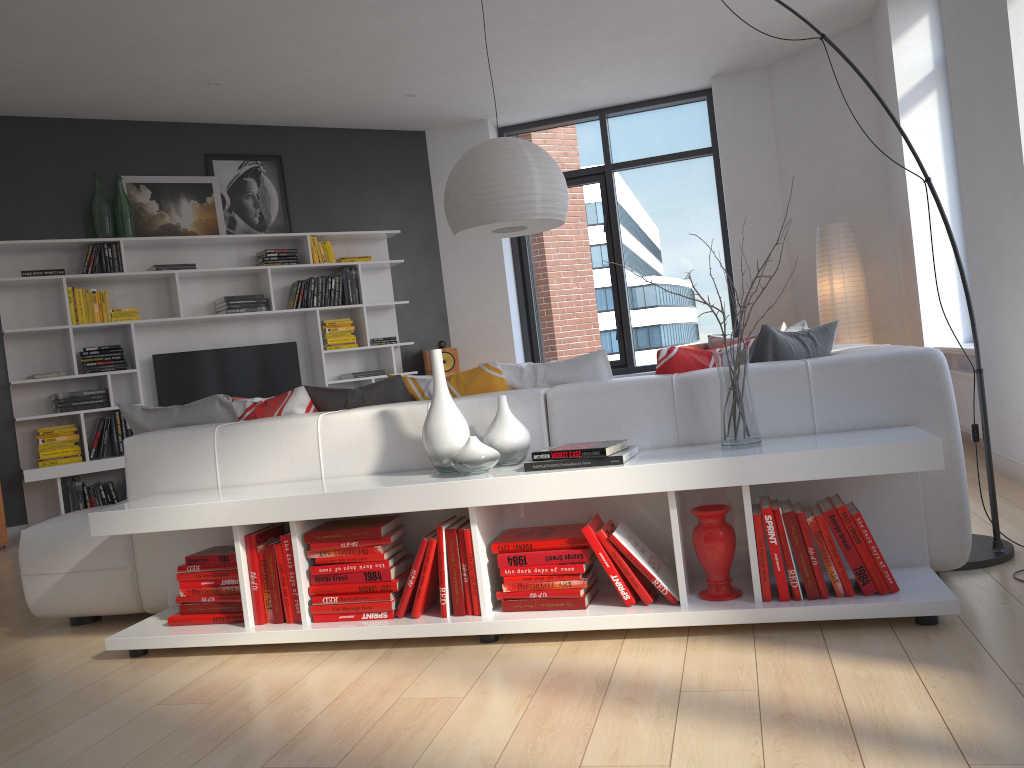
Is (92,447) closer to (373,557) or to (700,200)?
(373,557)

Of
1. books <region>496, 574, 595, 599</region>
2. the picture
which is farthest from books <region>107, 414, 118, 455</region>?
books <region>496, 574, 595, 599</region>

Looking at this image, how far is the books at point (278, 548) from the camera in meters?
2.8

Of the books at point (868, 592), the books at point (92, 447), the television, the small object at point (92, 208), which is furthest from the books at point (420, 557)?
the small object at point (92, 208)

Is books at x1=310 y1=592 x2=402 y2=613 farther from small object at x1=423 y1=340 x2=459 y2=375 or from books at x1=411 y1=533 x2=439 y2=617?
small object at x1=423 y1=340 x2=459 y2=375

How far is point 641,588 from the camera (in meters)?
2.57

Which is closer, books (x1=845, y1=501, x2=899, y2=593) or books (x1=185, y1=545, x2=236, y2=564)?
books (x1=845, y1=501, x2=899, y2=593)

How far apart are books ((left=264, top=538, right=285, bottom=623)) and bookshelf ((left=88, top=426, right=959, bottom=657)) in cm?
4

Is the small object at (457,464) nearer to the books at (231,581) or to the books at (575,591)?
the books at (575,591)

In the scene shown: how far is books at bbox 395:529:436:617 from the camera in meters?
2.7
